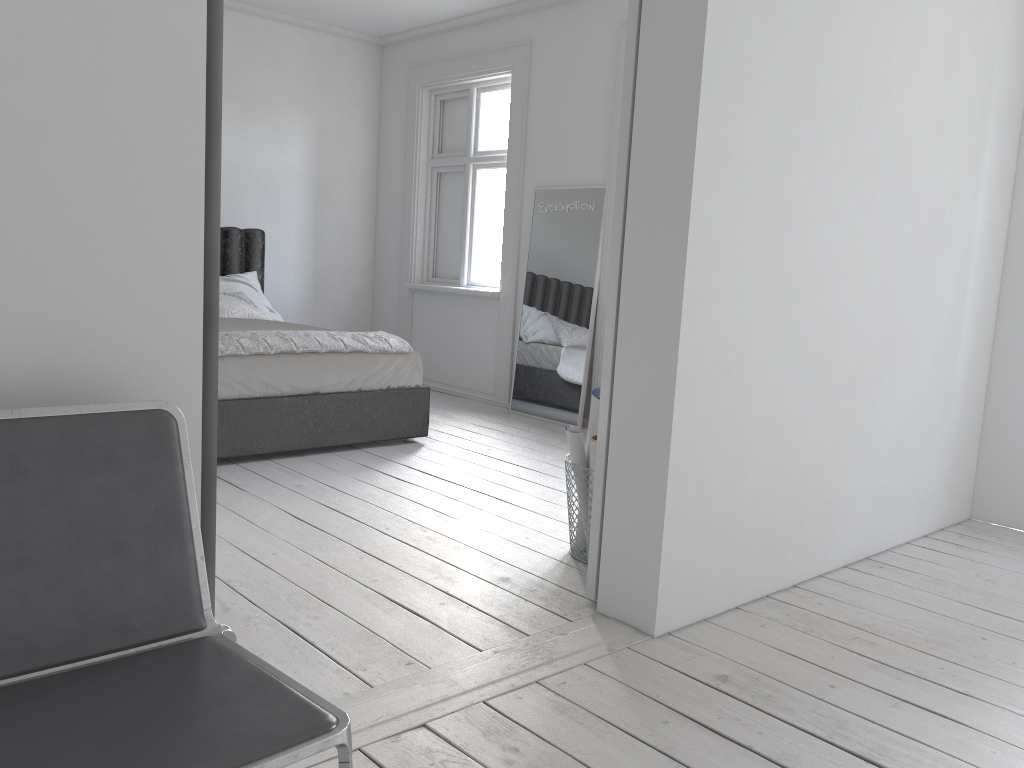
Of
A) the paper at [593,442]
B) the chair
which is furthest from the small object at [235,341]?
the chair

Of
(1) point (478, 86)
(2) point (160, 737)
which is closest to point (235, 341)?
(1) point (478, 86)

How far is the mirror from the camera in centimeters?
568cm

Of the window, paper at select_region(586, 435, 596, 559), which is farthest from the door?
the window

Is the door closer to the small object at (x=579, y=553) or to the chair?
the small object at (x=579, y=553)

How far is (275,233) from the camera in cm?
695

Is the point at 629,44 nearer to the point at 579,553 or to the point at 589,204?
the point at 579,553

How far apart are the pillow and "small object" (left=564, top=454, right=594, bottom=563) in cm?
317

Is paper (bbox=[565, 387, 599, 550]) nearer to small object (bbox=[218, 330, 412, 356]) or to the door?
the door

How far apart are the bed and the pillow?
0.18m
